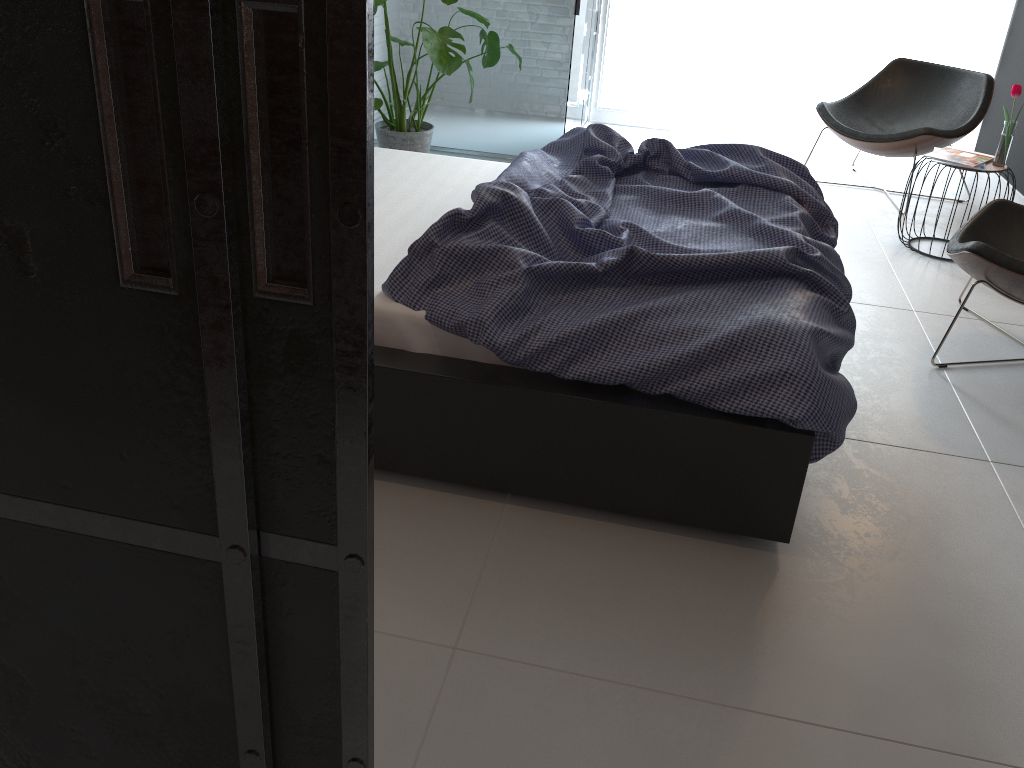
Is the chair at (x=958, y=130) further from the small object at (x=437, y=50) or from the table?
the small object at (x=437, y=50)

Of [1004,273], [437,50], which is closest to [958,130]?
[1004,273]

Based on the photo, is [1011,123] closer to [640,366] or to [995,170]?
[995,170]

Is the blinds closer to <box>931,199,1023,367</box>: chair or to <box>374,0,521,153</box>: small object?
<box>374,0,521,153</box>: small object

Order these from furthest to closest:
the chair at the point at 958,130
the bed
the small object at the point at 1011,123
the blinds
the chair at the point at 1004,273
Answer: the blinds → the chair at the point at 958,130 → the small object at the point at 1011,123 → the chair at the point at 1004,273 → the bed

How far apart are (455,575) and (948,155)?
3.20m

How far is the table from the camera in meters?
3.8

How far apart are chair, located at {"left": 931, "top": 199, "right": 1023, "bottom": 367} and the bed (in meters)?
0.46

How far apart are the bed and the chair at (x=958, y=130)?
1.78m

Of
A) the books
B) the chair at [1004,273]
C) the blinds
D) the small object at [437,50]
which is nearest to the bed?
the chair at [1004,273]
